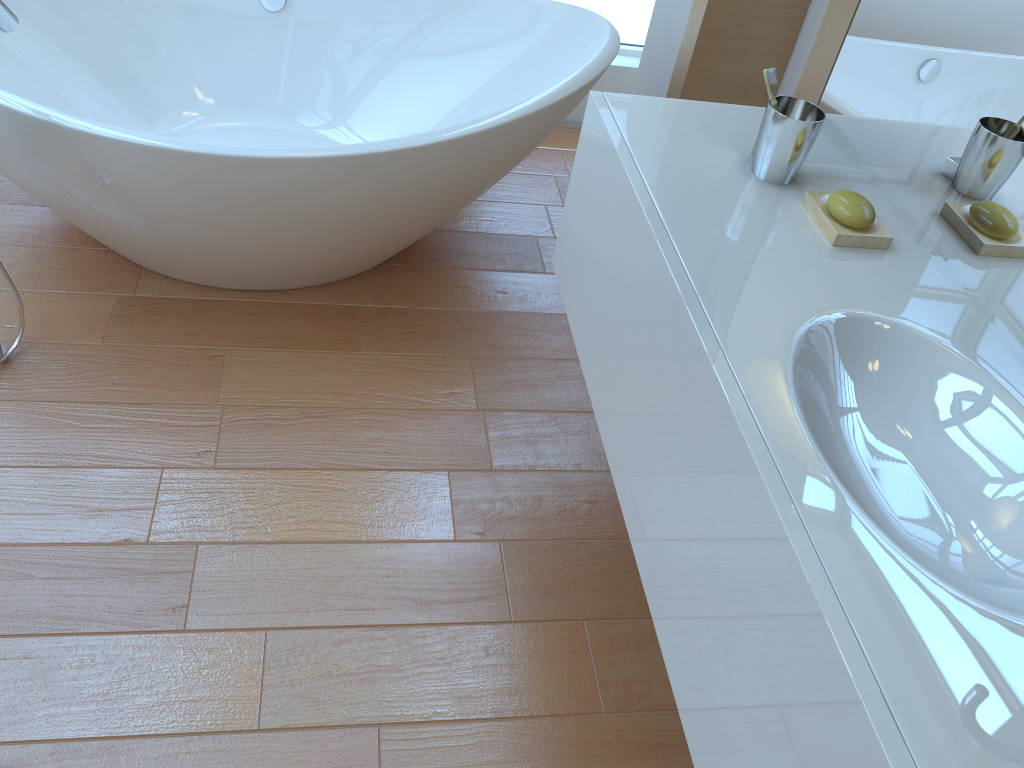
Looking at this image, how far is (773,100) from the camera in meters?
1.4

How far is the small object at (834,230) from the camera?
1.31m

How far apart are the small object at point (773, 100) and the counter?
0.1 meters

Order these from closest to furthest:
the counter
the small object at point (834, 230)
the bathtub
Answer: the counter, the small object at point (834, 230), the bathtub

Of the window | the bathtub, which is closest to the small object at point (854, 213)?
the bathtub

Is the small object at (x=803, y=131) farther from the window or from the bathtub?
the window

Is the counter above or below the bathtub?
above

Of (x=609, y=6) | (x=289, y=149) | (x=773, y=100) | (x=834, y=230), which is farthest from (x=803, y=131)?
(x=609, y=6)

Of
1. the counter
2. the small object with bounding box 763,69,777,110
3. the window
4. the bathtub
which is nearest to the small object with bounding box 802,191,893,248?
the counter

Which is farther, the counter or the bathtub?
the bathtub
